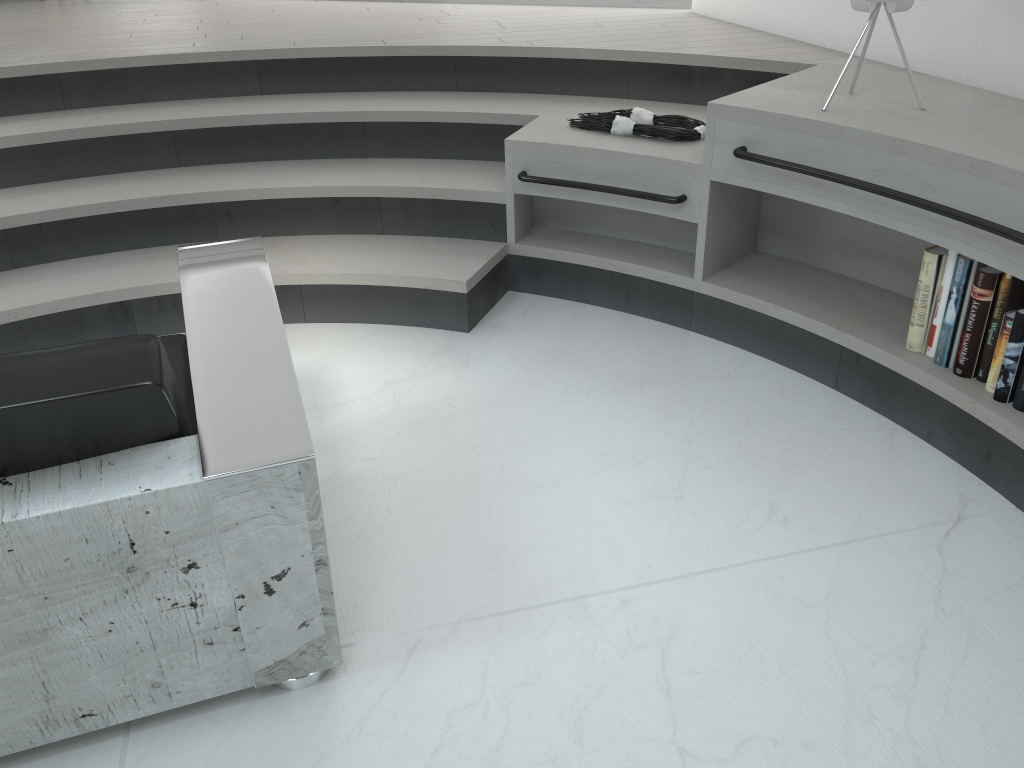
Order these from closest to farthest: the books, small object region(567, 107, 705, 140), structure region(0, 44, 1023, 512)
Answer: the books → structure region(0, 44, 1023, 512) → small object region(567, 107, 705, 140)

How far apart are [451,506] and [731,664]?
0.7 meters

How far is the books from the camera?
2.0m

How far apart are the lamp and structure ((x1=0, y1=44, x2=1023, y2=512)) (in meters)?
0.21

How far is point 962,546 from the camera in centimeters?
183cm

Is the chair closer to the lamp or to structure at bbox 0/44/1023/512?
structure at bbox 0/44/1023/512

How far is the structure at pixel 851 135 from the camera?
2.1m

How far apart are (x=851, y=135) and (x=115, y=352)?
1.74m

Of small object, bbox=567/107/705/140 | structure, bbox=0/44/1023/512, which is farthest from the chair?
small object, bbox=567/107/705/140

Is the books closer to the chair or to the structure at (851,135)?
the structure at (851,135)
